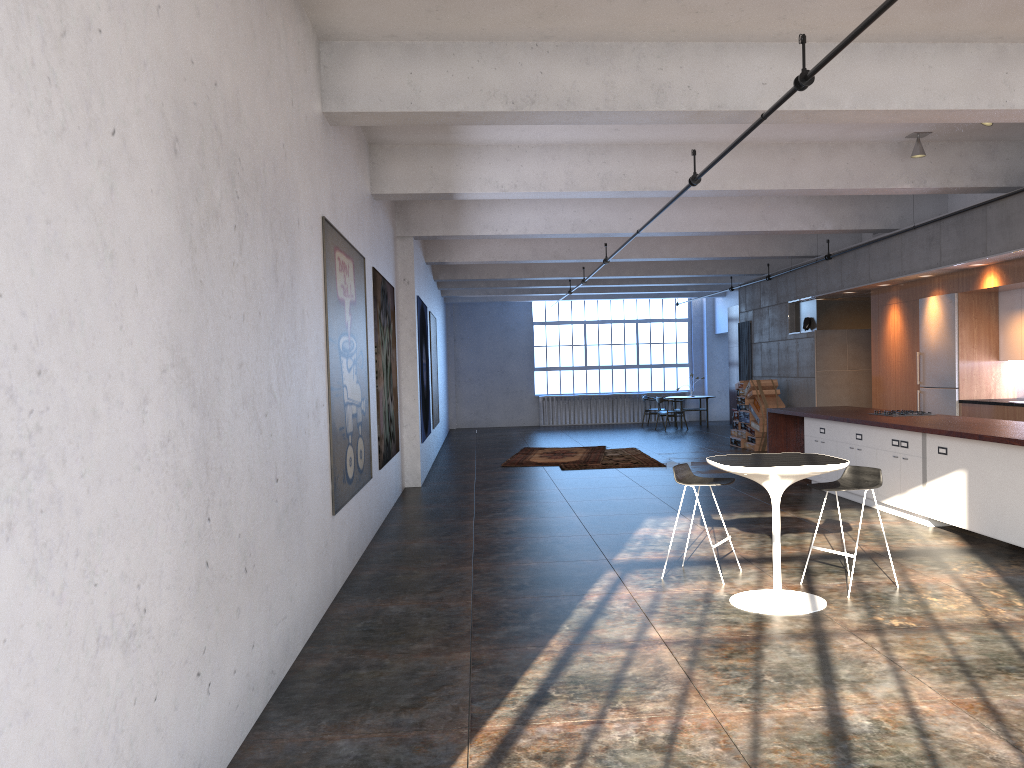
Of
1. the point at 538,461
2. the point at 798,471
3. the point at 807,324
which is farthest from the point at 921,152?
the point at 538,461

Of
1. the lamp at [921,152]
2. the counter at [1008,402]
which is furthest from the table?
the counter at [1008,402]

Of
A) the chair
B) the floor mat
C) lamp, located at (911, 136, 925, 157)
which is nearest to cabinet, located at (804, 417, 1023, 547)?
the chair

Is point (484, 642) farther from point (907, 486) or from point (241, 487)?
point (907, 486)

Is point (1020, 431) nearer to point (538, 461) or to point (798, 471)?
point (798, 471)

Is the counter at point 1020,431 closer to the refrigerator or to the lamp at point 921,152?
the refrigerator

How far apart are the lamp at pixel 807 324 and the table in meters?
10.2

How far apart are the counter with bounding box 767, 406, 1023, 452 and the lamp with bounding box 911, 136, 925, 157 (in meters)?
2.75

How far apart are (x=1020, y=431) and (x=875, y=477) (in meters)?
2.00

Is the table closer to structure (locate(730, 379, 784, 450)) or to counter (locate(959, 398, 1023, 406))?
counter (locate(959, 398, 1023, 406))
